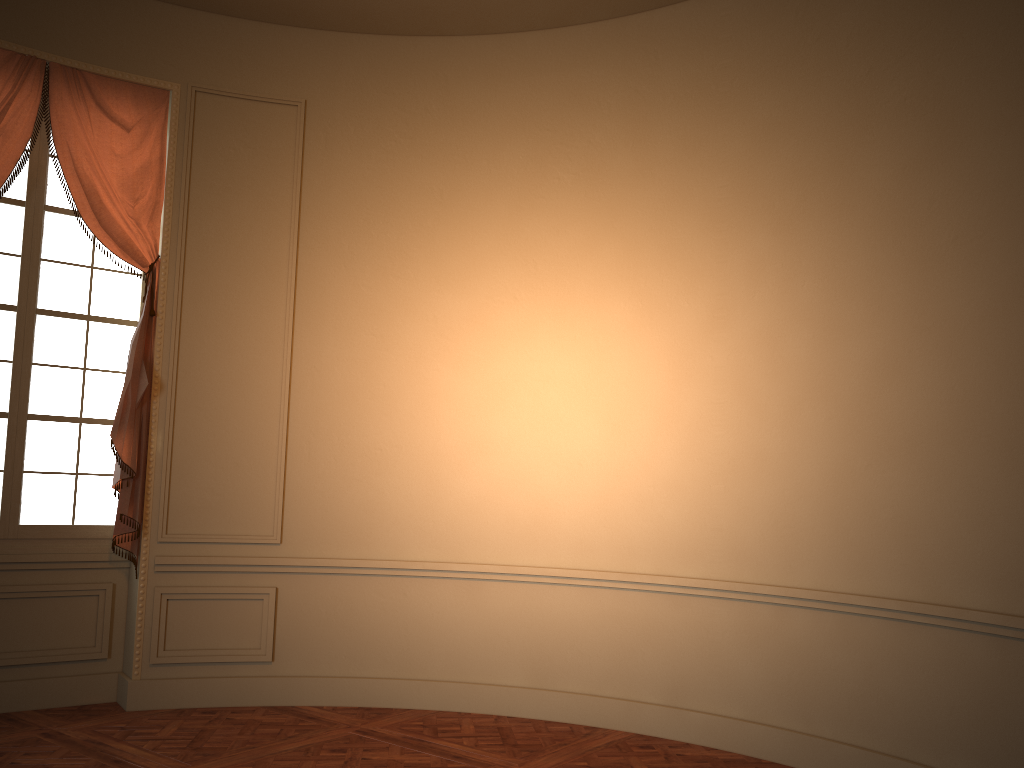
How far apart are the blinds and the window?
0.1m

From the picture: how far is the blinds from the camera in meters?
5.0

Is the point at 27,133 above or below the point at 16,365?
above

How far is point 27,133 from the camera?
5.0m

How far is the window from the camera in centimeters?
511cm

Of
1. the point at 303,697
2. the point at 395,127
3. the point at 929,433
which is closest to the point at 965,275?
the point at 929,433

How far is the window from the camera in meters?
5.1

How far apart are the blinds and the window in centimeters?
13cm

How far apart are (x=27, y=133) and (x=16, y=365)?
1.3 meters
